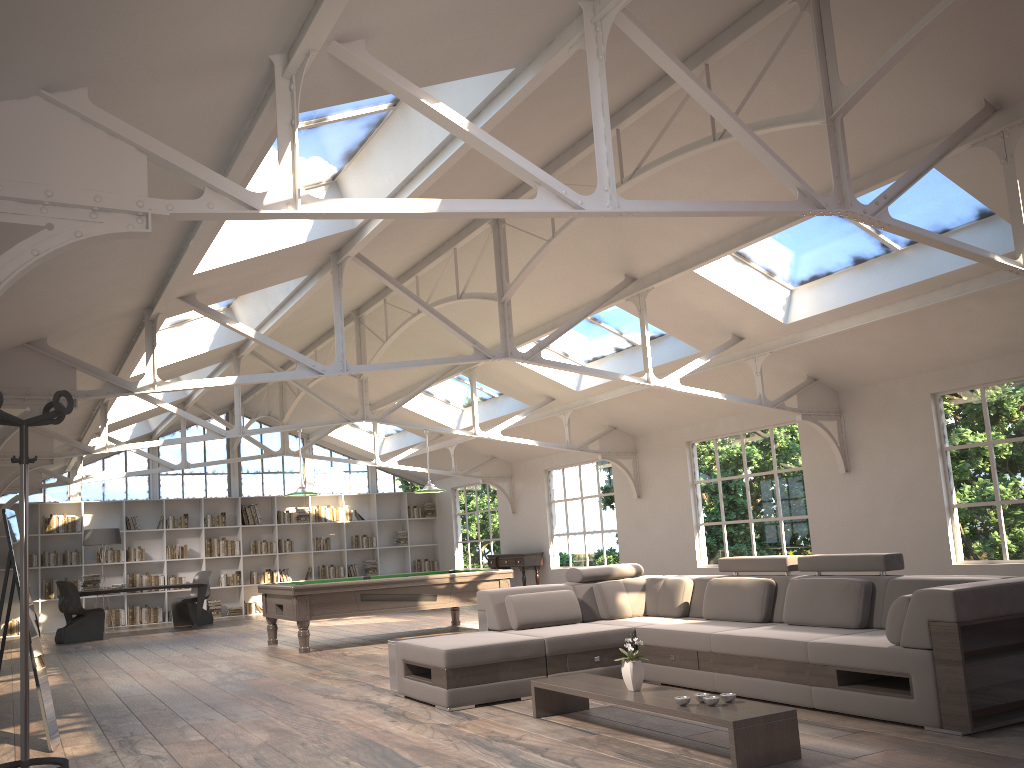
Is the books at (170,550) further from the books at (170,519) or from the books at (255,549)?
the books at (255,549)

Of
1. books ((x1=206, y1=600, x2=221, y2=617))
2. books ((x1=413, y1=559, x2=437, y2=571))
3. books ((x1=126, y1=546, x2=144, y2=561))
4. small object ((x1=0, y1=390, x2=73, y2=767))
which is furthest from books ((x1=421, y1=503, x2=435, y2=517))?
small object ((x1=0, y1=390, x2=73, y2=767))

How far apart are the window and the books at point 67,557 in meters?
1.1 m

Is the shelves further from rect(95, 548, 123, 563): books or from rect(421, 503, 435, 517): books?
rect(421, 503, 435, 517): books

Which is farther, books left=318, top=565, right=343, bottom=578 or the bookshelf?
books left=318, top=565, right=343, bottom=578

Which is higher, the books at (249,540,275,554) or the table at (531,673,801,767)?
the books at (249,540,275,554)

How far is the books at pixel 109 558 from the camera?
15.9 meters

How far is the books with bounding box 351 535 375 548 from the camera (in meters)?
18.22

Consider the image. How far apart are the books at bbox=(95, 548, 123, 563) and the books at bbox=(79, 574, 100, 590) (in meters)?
2.00

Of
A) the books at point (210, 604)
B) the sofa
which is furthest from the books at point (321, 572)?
the sofa
